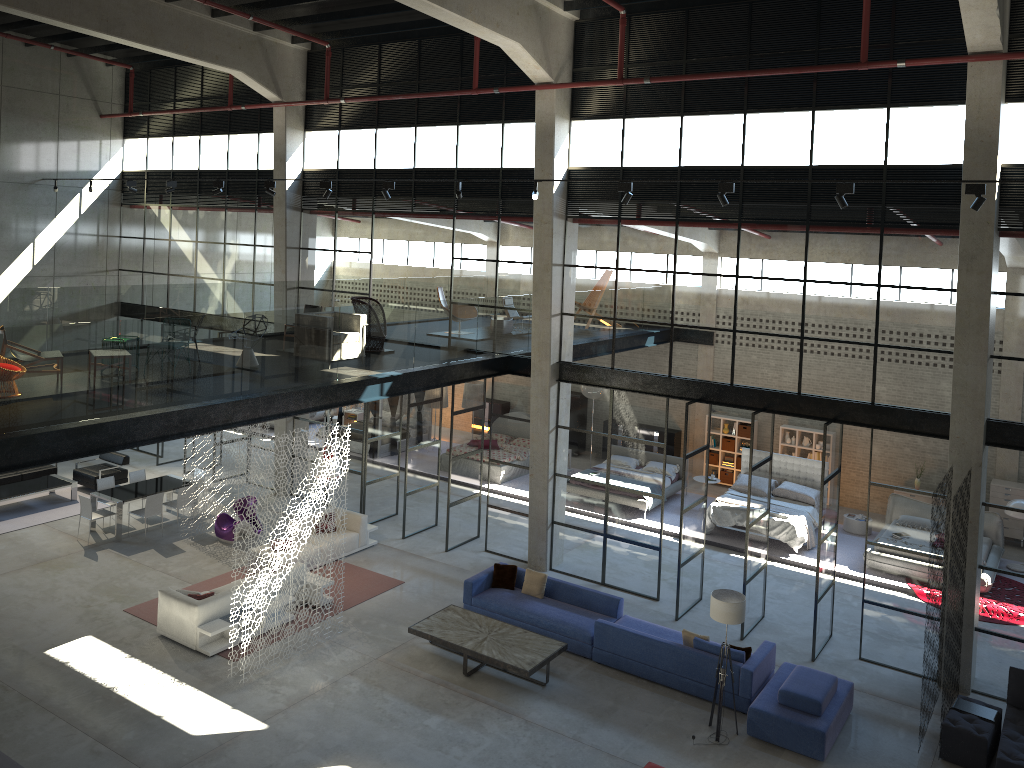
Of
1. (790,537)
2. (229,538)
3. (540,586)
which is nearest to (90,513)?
(229,538)

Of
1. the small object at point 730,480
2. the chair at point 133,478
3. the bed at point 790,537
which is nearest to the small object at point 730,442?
the small object at point 730,480

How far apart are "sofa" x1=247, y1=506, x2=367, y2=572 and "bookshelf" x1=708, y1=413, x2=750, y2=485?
9.9m

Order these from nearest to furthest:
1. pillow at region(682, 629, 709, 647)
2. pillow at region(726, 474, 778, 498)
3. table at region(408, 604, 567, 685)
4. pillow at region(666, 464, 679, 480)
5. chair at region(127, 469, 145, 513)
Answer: table at region(408, 604, 567, 685), pillow at region(682, 629, 709, 647), chair at region(127, 469, 145, 513), pillow at region(726, 474, 778, 498), pillow at region(666, 464, 679, 480)

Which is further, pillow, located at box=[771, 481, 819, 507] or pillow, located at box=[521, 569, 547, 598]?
pillow, located at box=[771, 481, 819, 507]

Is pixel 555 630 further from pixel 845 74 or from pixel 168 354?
pixel 845 74

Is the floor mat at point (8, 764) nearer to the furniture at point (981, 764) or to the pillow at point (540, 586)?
the pillow at point (540, 586)

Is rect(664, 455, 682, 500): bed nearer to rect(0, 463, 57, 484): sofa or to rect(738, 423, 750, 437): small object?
rect(738, 423, 750, 437): small object

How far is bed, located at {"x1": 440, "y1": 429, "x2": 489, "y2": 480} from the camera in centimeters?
2259cm

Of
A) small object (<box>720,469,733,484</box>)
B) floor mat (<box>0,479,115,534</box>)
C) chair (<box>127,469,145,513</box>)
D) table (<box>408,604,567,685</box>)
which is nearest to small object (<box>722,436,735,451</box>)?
small object (<box>720,469,733,484</box>)
